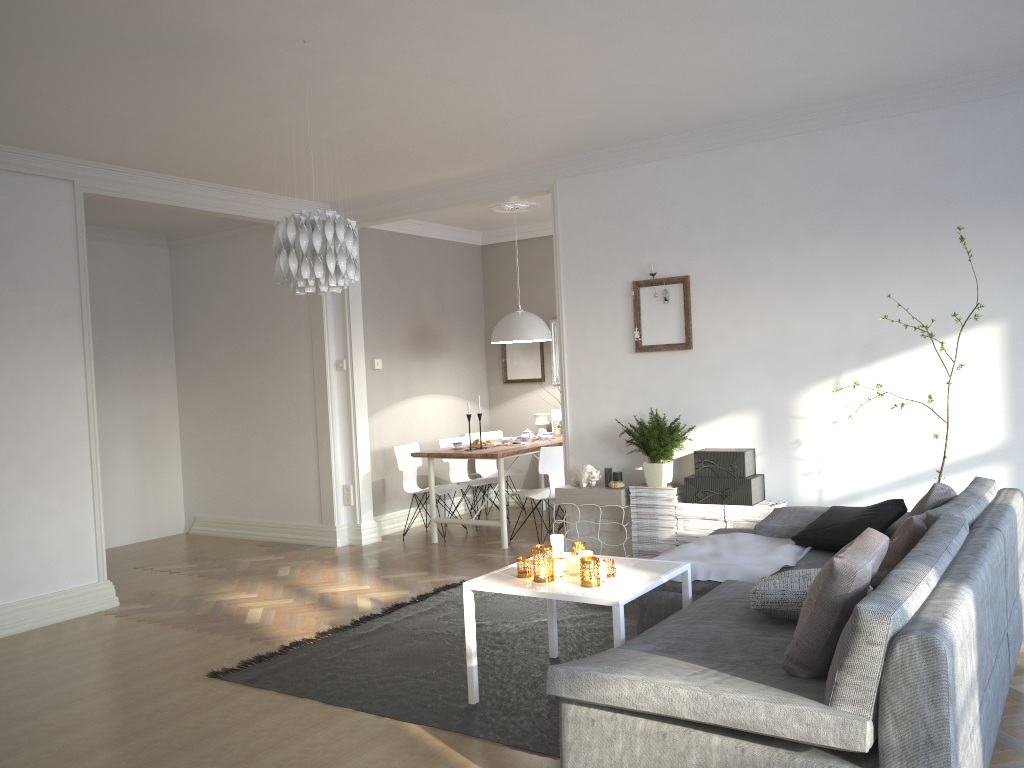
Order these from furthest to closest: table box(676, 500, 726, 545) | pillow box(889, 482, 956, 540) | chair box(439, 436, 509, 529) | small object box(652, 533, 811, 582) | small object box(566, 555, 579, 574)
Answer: chair box(439, 436, 509, 529), table box(676, 500, 726, 545), small object box(652, 533, 811, 582), pillow box(889, 482, 956, 540), small object box(566, 555, 579, 574)

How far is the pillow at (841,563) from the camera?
2.41m

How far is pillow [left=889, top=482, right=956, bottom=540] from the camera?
3.8 meters

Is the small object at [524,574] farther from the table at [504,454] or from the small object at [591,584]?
the table at [504,454]

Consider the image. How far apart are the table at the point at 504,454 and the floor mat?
1.2m

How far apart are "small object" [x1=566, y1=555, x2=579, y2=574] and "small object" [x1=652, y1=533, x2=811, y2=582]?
0.6m

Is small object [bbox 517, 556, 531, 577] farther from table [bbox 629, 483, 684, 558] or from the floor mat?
table [bbox 629, 483, 684, 558]

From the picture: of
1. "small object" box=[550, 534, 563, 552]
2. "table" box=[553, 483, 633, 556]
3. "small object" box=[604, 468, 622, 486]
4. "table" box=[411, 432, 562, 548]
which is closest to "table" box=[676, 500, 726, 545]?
"table" box=[553, 483, 633, 556]

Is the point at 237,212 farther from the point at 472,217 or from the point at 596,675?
the point at 596,675

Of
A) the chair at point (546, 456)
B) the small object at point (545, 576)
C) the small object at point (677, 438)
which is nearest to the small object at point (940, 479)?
the small object at point (677, 438)
